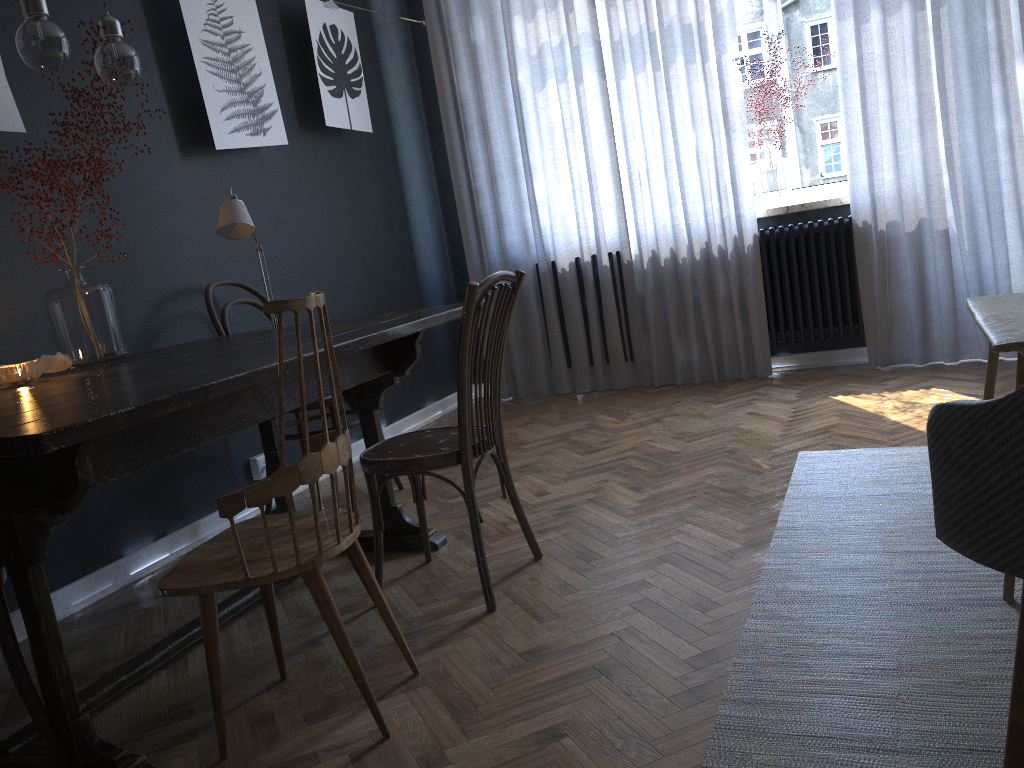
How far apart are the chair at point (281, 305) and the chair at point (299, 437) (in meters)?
1.17

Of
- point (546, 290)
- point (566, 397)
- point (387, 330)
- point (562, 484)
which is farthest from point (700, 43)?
point (387, 330)

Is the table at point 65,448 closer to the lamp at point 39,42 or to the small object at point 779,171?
the lamp at point 39,42

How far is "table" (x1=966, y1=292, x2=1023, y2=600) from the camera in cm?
171

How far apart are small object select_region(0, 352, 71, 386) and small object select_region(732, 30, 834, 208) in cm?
333

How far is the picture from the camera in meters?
3.4 m

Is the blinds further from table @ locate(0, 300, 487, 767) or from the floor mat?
table @ locate(0, 300, 487, 767)

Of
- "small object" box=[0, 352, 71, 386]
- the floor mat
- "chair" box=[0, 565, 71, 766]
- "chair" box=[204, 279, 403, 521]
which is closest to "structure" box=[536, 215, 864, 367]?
the floor mat

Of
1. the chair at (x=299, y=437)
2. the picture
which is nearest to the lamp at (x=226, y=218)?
the chair at (x=299, y=437)

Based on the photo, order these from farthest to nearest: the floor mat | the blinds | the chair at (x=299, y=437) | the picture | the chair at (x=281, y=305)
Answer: the blinds
the picture
the chair at (x=299, y=437)
the chair at (x=281, y=305)
the floor mat
